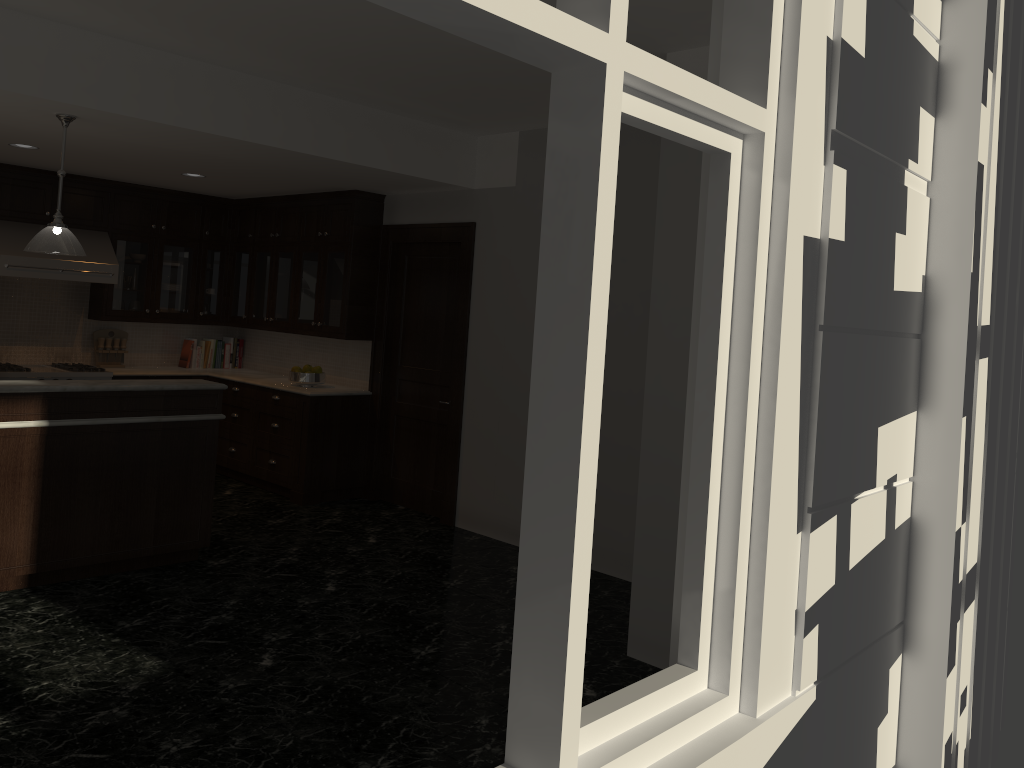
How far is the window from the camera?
1.9m

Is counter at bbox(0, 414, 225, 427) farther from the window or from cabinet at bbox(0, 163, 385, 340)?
the window

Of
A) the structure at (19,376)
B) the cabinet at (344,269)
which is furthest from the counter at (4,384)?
the structure at (19,376)

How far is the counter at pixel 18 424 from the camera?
4.6m

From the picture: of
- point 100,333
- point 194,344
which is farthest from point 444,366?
point 100,333

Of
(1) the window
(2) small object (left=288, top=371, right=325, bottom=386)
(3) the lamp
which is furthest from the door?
(1) the window

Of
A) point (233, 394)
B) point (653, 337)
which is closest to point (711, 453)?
point (653, 337)

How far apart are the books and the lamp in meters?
3.7 m

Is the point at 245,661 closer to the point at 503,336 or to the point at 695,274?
the point at 695,274

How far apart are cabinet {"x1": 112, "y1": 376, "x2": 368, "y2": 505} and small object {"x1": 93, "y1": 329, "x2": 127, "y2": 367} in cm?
107
